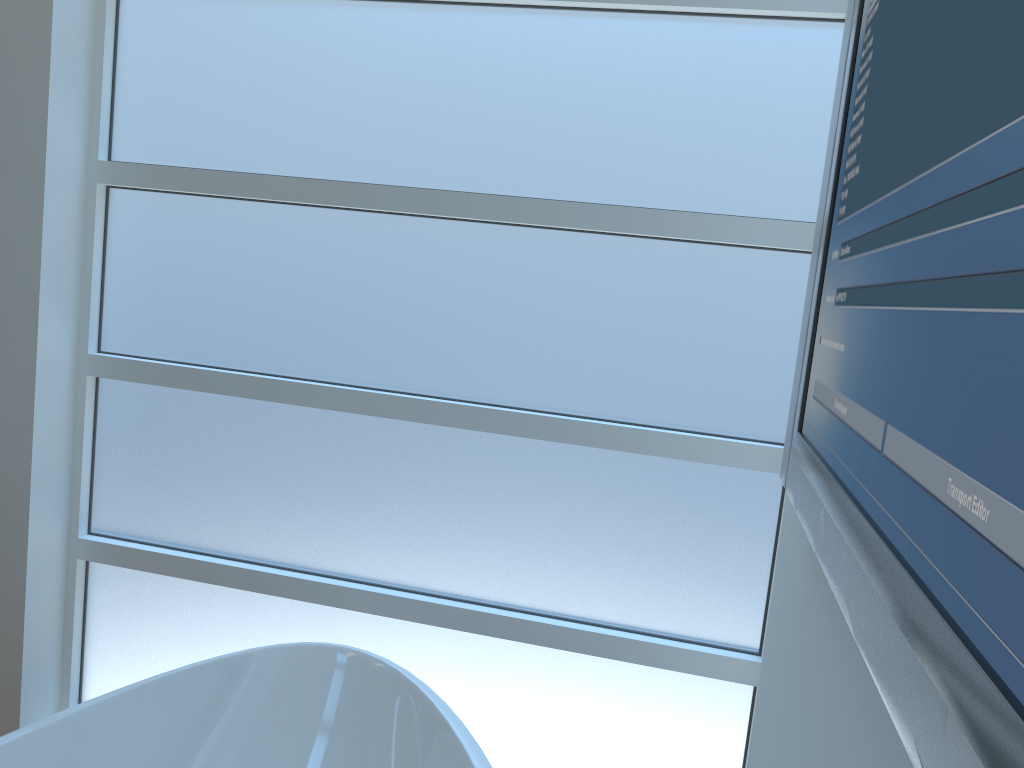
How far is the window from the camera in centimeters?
161cm

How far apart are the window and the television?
0.8 meters

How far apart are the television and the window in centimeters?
77cm

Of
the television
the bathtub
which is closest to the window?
the bathtub

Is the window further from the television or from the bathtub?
the television

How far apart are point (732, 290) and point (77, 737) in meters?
1.3

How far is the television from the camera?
0.3 meters

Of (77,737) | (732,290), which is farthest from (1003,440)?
(77,737)

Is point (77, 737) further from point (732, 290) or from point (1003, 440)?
point (1003, 440)

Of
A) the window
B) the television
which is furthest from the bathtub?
the television
